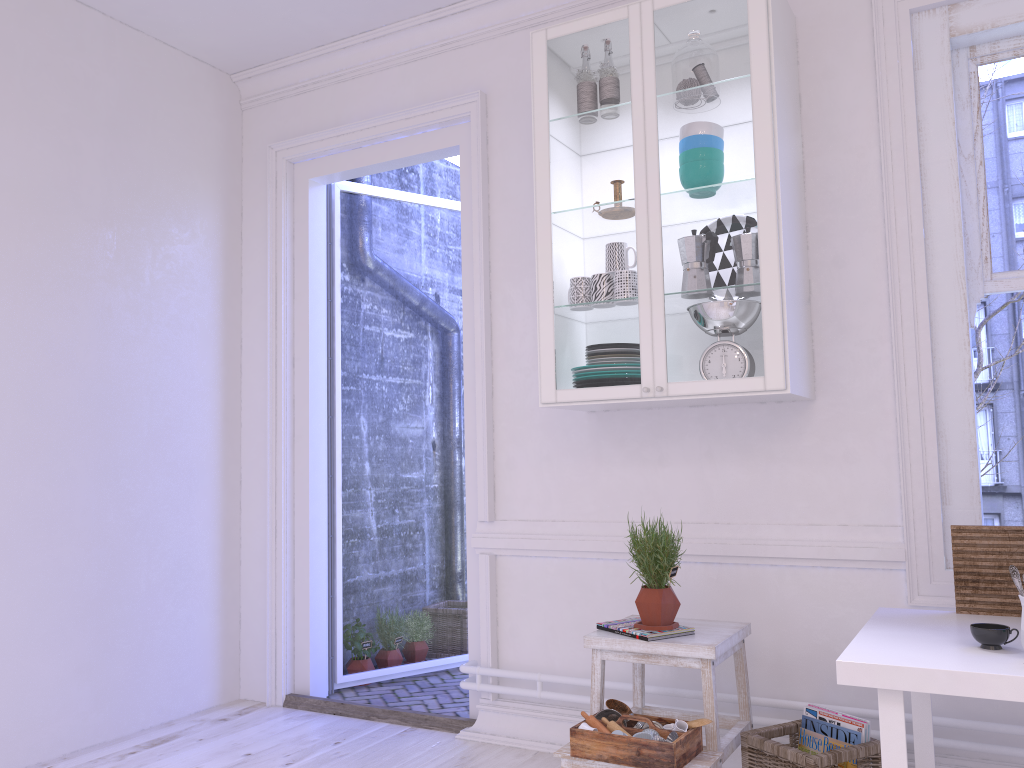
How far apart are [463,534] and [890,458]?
2.4m

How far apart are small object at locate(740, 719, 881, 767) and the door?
1.28m

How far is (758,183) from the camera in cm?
265

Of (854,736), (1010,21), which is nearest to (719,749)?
(854,736)

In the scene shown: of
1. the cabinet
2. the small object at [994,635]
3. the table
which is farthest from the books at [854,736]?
the cabinet

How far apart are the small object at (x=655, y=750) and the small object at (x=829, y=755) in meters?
0.2 m

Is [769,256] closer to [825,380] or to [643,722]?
[825,380]

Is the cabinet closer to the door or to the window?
the window

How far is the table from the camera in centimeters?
176cm

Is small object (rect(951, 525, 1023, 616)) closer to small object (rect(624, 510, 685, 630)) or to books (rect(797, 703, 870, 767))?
books (rect(797, 703, 870, 767))
